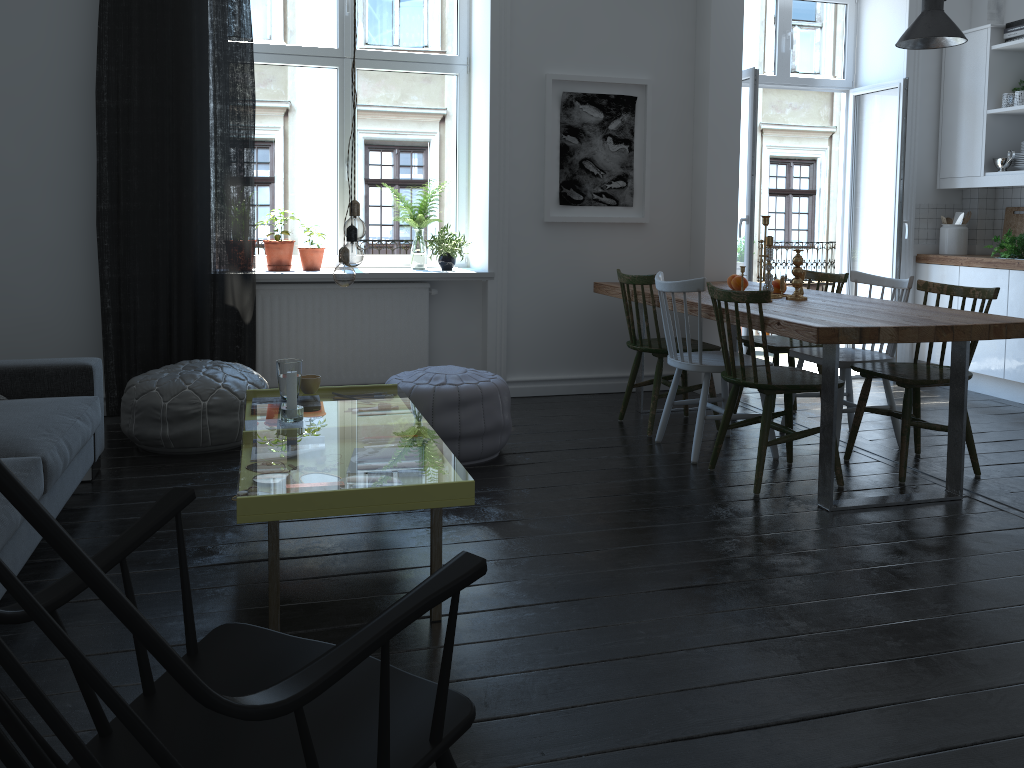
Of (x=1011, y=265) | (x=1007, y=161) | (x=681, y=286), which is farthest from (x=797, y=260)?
(x=1007, y=161)

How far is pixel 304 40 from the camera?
5.2 meters

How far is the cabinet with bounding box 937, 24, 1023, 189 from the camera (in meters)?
5.54

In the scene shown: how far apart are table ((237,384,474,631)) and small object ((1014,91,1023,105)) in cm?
411

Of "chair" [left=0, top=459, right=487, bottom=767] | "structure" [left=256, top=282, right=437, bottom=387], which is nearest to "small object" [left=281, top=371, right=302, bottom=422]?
"chair" [left=0, top=459, right=487, bottom=767]

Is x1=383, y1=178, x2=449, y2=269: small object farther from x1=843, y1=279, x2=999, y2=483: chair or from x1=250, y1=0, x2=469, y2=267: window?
x1=843, y1=279, x2=999, y2=483: chair

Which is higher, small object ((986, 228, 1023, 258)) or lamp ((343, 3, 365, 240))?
lamp ((343, 3, 365, 240))

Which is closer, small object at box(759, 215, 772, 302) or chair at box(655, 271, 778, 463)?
chair at box(655, 271, 778, 463)

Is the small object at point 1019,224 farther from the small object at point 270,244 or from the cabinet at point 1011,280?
the small object at point 270,244

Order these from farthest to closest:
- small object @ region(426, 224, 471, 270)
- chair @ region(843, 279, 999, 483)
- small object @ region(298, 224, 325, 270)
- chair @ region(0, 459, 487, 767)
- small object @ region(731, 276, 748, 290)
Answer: small object @ region(426, 224, 471, 270) → small object @ region(298, 224, 325, 270) → small object @ region(731, 276, 748, 290) → chair @ region(843, 279, 999, 483) → chair @ region(0, 459, 487, 767)
